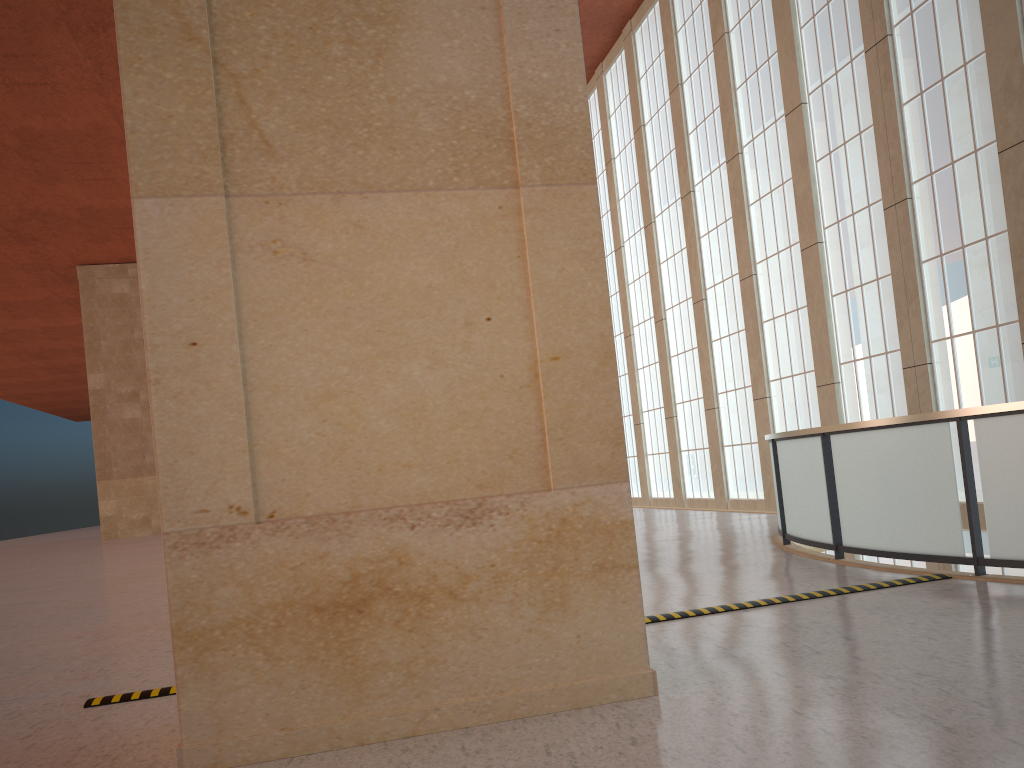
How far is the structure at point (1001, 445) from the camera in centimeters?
884cm

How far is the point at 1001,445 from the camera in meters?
8.8 m

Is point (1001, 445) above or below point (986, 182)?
below

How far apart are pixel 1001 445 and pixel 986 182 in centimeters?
1004cm

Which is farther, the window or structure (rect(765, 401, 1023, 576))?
the window

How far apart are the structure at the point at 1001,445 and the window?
5.8 meters

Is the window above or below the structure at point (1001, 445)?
above

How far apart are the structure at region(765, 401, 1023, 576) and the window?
5.83m

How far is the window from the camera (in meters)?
16.83

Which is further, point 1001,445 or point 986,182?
point 986,182
